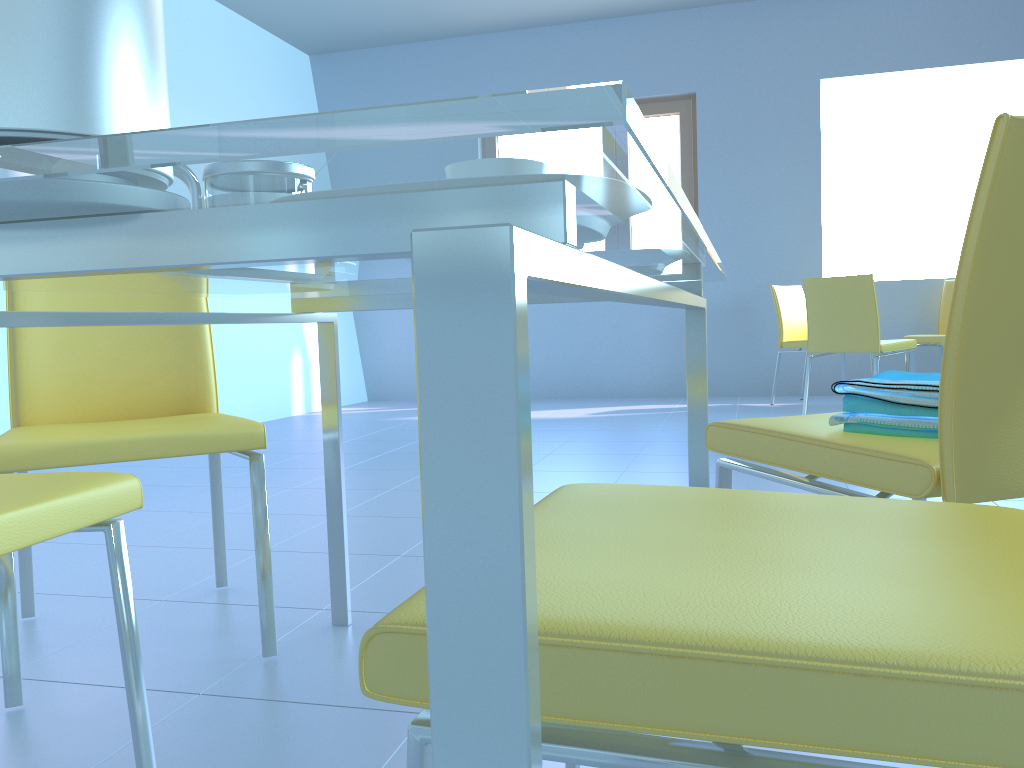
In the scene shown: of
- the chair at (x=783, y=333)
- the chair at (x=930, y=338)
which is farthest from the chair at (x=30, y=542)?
the chair at (x=930, y=338)

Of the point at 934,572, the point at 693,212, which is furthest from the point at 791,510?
the point at 693,212

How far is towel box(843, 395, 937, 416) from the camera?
1.03m

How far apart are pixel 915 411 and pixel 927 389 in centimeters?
3cm

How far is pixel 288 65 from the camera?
6.1m

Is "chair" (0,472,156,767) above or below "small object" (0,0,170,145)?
below

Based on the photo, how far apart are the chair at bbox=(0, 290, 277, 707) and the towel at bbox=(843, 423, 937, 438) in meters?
0.9

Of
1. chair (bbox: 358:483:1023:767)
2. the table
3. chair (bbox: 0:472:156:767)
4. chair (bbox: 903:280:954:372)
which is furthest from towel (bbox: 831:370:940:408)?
chair (bbox: 903:280:954:372)

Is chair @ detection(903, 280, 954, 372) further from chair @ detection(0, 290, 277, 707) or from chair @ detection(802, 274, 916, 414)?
chair @ detection(0, 290, 277, 707)

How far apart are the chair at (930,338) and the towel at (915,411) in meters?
4.3 m
